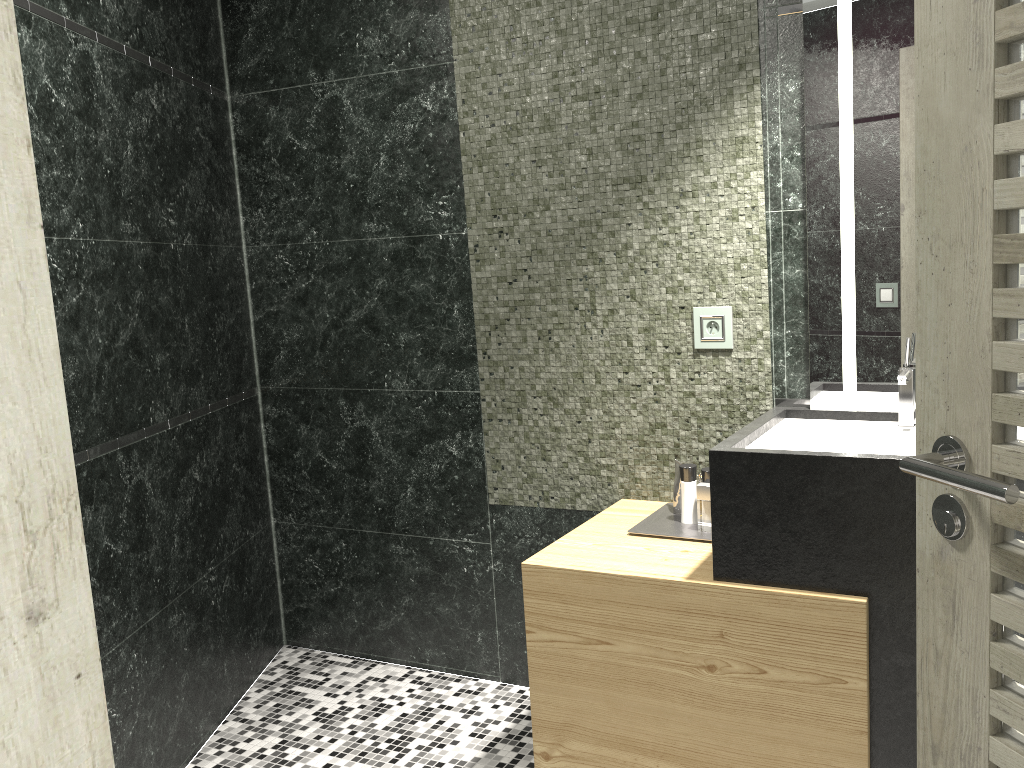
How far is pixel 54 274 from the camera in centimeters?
234cm

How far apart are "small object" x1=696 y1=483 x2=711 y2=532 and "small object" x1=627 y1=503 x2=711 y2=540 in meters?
0.1

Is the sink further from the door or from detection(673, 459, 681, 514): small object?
the door

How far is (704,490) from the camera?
2.4m

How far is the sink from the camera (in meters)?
2.23

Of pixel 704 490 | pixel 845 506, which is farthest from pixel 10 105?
pixel 704 490

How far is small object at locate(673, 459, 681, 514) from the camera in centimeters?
262cm

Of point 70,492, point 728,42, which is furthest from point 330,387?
point 70,492

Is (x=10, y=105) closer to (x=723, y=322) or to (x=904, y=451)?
(x=904, y=451)

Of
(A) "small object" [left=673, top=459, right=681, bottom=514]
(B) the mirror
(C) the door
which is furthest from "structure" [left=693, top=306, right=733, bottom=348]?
(C) the door
